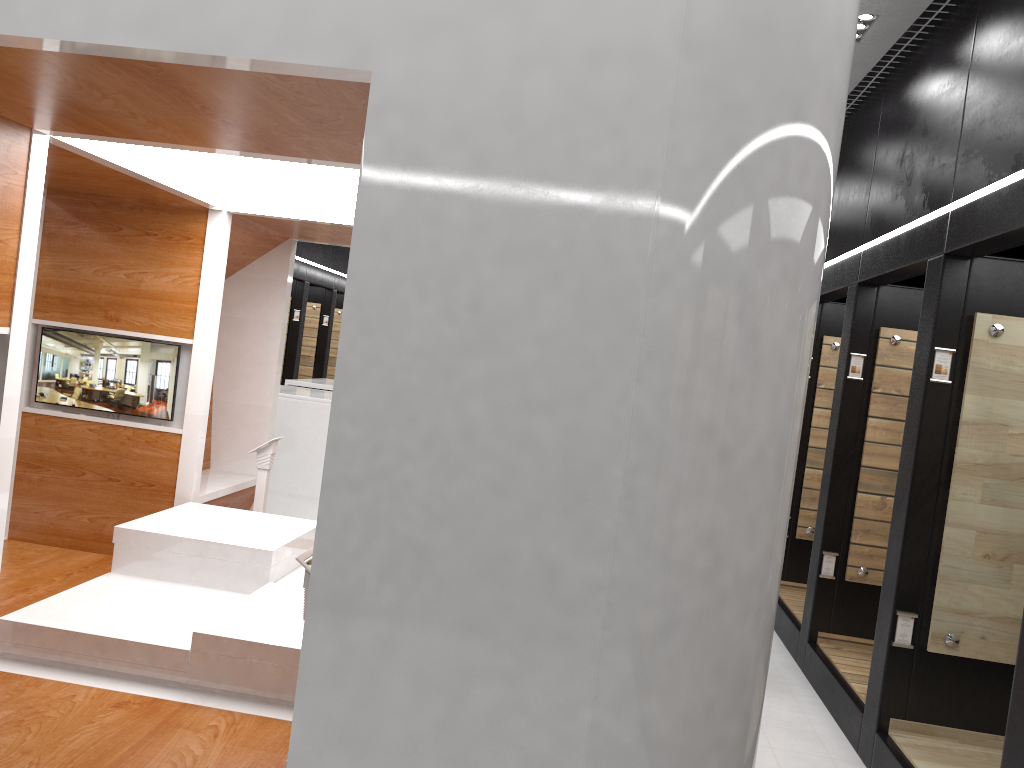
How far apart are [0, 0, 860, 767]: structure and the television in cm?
5

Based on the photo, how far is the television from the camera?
5.5 meters

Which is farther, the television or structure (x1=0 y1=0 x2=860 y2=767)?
the television

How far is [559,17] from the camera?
2.2 meters

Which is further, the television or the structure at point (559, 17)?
the television

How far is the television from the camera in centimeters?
549cm

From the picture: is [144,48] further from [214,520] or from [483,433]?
[214,520]

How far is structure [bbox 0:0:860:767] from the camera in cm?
219

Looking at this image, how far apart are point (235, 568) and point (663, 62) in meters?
3.5 m

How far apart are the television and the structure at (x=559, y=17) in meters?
0.0
